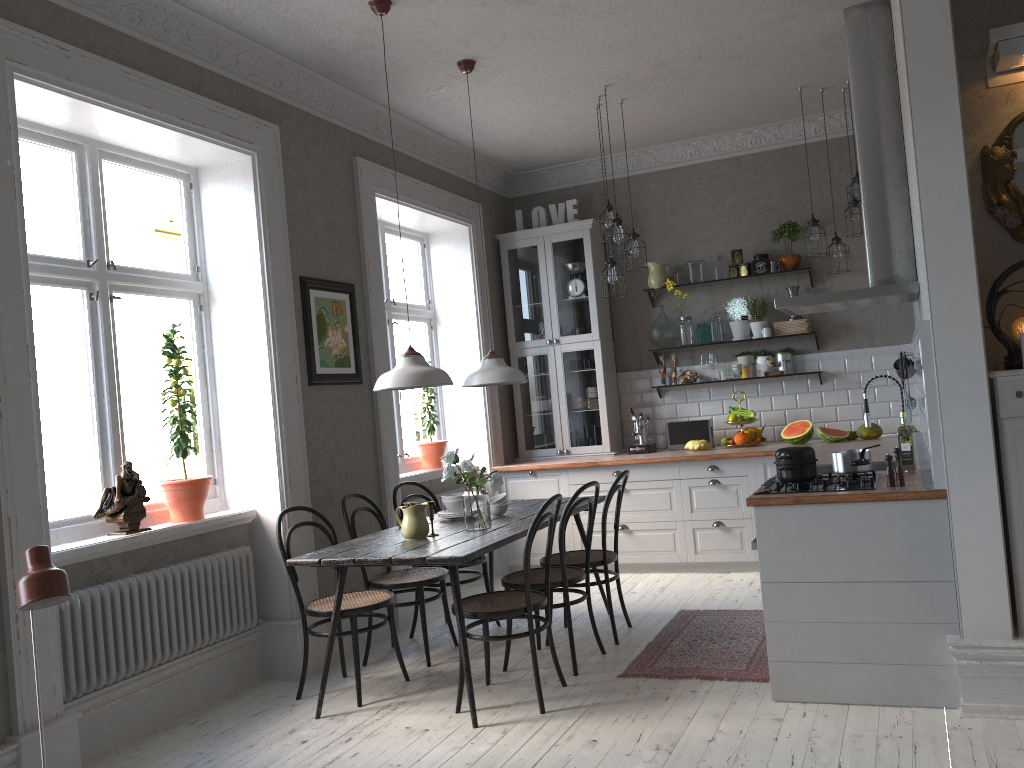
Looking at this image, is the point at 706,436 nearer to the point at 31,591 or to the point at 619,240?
the point at 619,240

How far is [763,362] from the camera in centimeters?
681cm

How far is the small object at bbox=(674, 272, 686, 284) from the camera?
7.0 meters

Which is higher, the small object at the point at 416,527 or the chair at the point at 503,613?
the small object at the point at 416,527

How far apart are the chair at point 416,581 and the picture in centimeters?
81cm

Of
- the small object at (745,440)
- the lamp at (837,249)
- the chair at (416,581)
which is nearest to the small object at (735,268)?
the lamp at (837,249)

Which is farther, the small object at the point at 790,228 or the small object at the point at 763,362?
the small object at the point at 763,362

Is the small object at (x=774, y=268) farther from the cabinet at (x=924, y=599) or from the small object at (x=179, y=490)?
the small object at (x=179, y=490)

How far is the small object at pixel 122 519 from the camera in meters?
4.0 m

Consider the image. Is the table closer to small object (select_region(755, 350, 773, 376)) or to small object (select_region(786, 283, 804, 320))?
small object (select_region(755, 350, 773, 376))
